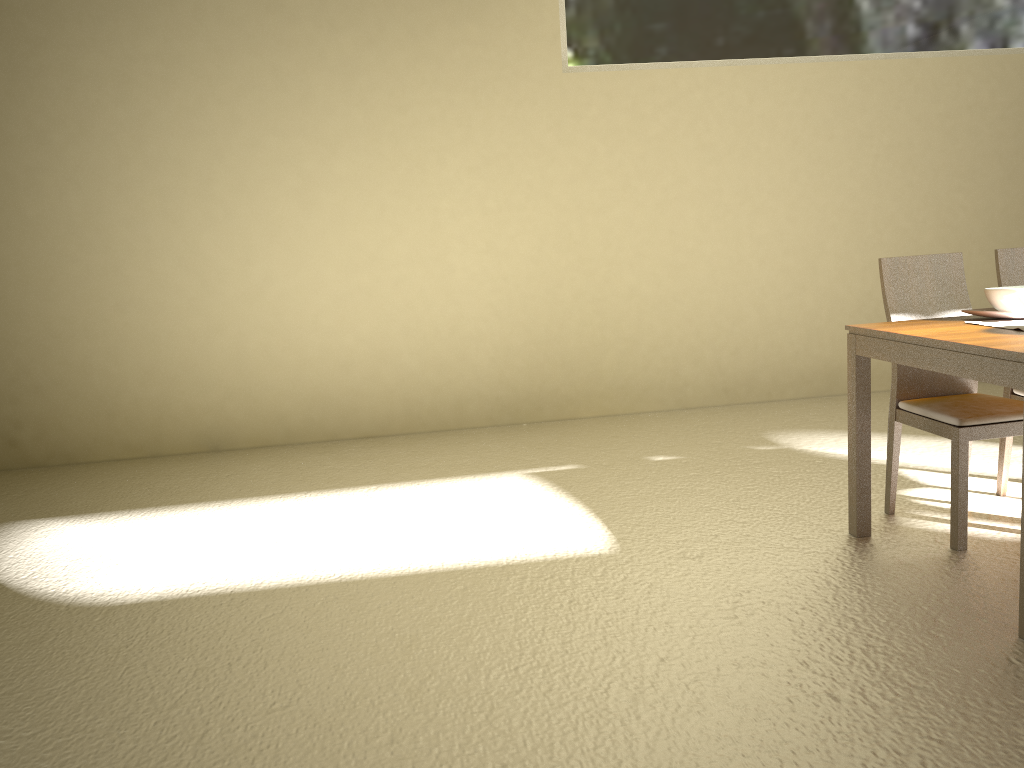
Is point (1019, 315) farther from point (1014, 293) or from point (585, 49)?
point (585, 49)

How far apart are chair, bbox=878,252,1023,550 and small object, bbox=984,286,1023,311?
0.33m

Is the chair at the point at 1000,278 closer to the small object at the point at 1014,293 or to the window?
the small object at the point at 1014,293

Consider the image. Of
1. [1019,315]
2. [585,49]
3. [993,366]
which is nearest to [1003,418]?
[1019,315]

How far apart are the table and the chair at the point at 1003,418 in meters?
0.2 m

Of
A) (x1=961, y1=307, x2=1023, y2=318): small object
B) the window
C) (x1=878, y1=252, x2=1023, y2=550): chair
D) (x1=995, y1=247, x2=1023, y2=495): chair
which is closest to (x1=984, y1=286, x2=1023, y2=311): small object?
(x1=961, y1=307, x2=1023, y2=318): small object

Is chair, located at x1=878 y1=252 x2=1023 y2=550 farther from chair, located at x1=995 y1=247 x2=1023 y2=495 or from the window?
the window

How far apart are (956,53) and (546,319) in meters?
3.3

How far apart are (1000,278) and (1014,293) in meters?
0.6 m

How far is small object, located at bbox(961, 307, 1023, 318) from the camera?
3.0m
